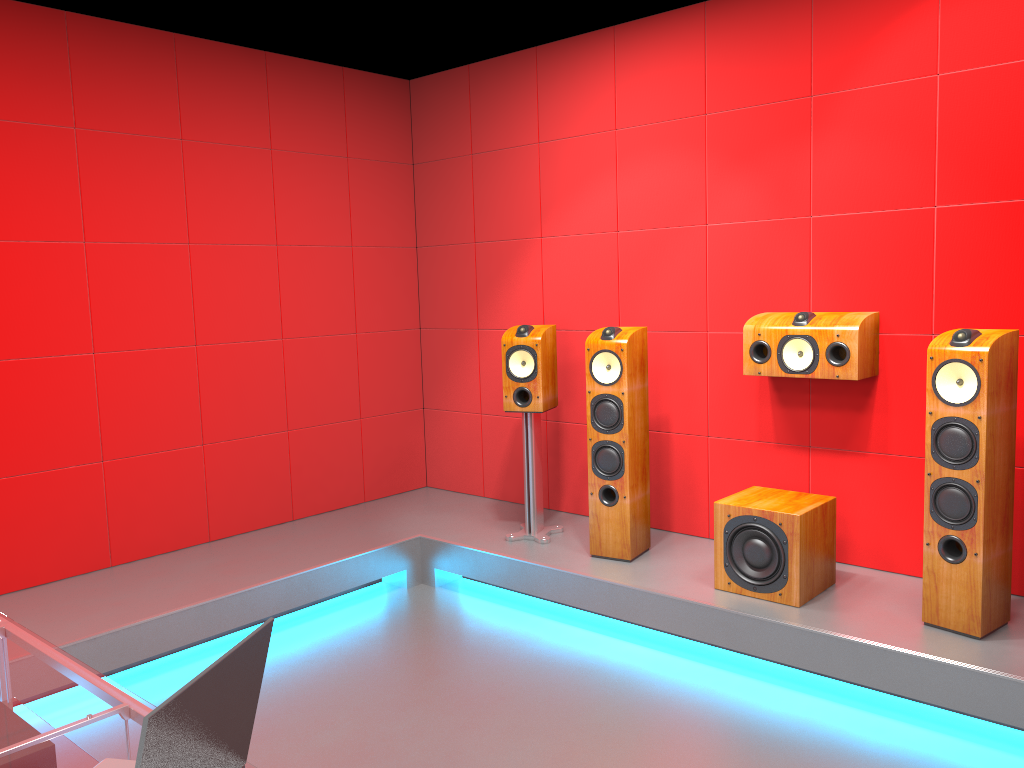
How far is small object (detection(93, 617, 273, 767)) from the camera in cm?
114

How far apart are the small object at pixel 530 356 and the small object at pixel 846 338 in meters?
1.0

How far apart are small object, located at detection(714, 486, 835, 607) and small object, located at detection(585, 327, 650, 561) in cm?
47

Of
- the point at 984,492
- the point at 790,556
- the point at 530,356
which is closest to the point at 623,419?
the point at 530,356

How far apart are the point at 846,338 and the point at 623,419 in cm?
98

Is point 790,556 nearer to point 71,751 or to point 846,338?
point 846,338

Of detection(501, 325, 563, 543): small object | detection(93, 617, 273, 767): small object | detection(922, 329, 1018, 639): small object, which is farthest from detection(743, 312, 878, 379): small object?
detection(93, 617, 273, 767): small object

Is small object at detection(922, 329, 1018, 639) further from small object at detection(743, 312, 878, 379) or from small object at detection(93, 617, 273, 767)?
small object at detection(93, 617, 273, 767)

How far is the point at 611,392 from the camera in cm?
391

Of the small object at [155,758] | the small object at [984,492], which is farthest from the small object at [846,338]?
the small object at [155,758]
